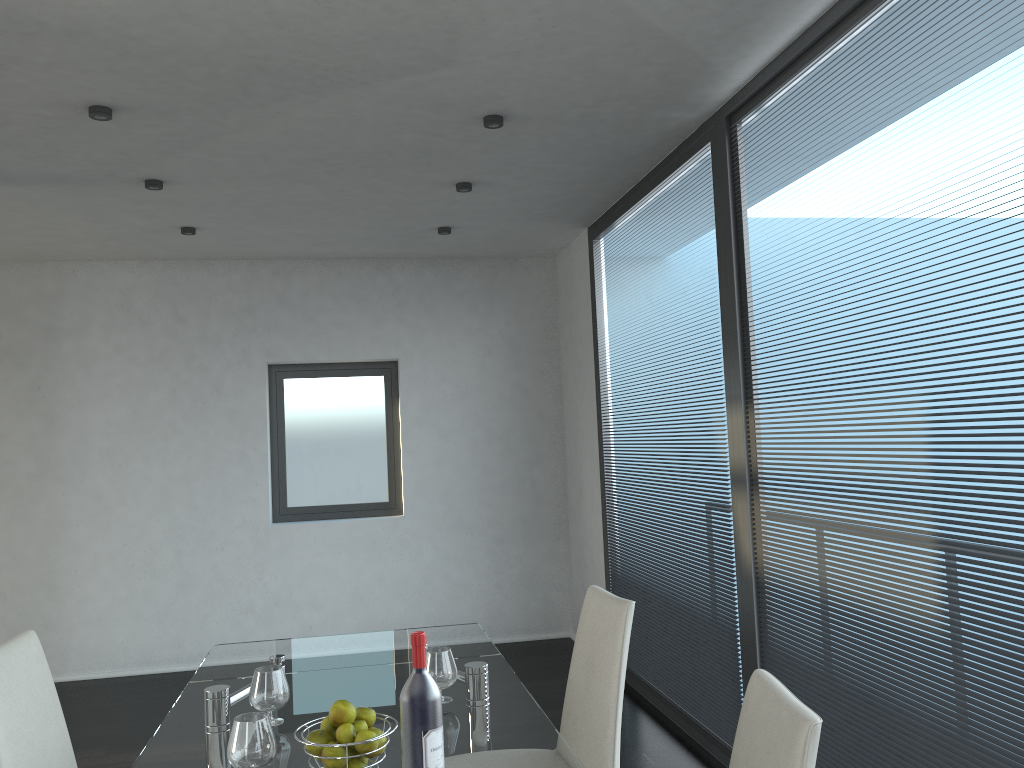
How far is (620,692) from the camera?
2.3 meters

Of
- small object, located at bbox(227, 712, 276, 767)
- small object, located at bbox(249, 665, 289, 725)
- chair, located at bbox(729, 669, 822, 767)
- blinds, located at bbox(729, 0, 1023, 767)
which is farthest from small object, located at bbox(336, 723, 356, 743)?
blinds, located at bbox(729, 0, 1023, 767)

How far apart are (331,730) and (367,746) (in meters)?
0.11

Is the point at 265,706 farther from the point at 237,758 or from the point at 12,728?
the point at 12,728

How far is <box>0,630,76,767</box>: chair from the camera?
2.1m

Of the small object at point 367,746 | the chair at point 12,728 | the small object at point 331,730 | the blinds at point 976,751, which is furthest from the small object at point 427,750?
the blinds at point 976,751

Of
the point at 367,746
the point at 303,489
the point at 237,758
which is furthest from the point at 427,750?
the point at 303,489

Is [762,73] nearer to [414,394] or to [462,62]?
[462,62]

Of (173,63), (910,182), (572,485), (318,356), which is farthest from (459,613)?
(910,182)

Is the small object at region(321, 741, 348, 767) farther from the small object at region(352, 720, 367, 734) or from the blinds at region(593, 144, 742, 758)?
the blinds at region(593, 144, 742, 758)
